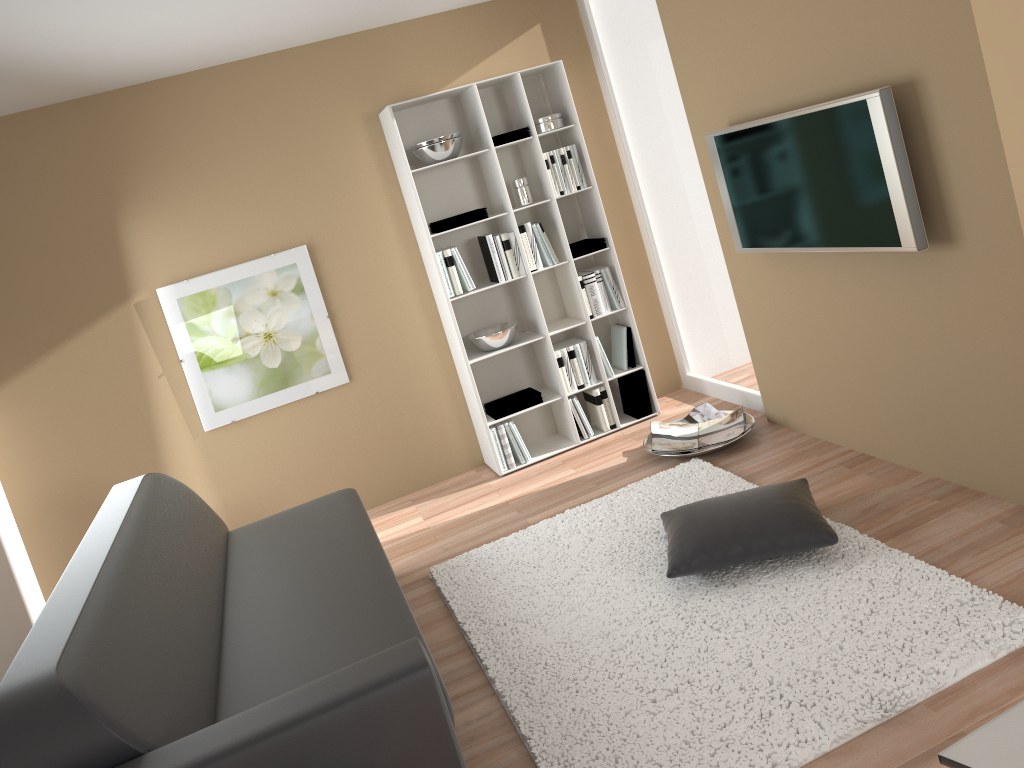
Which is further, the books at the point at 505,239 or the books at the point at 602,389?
the books at the point at 602,389

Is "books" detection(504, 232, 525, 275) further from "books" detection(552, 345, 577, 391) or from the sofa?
the sofa

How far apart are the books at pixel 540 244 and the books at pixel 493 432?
Answer: 1.0m

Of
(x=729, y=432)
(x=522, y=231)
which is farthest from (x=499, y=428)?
(x=729, y=432)

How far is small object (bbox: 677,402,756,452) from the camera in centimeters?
483cm

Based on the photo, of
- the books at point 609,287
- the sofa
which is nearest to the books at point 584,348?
the books at point 609,287

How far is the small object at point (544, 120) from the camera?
4.9m

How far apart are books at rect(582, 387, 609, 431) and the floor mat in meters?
0.9 m

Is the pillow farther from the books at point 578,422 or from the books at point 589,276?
the books at point 589,276

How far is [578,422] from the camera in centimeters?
516cm
